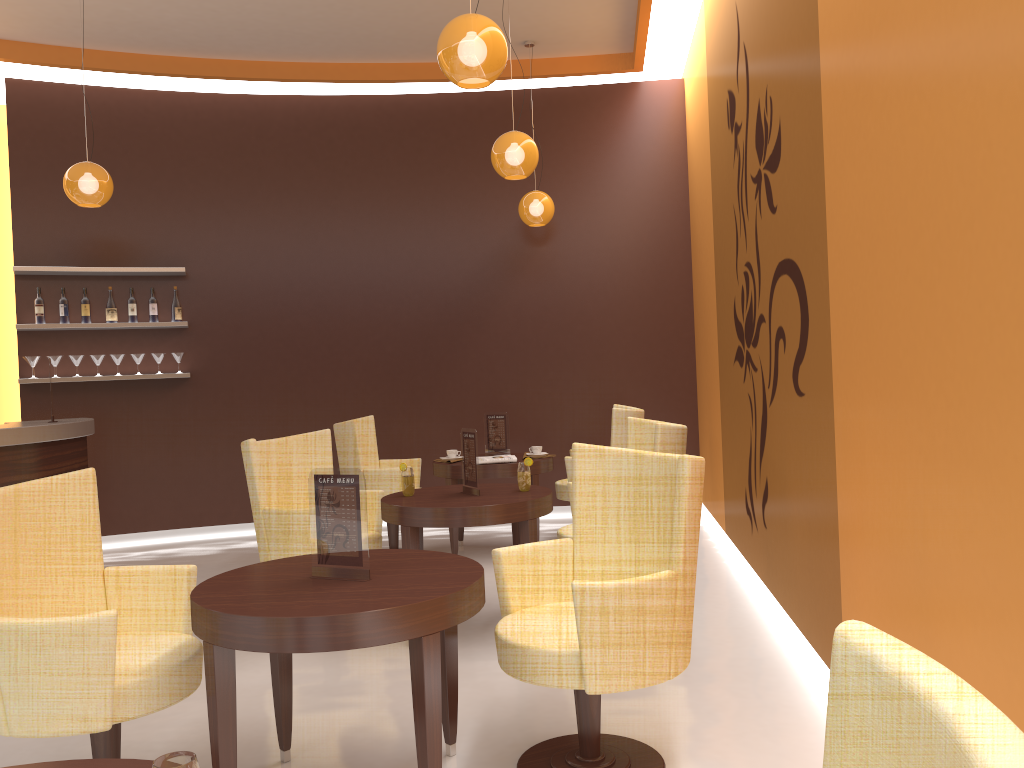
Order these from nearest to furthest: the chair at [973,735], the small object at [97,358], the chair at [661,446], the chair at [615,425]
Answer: the chair at [973,735]
the chair at [661,446]
the chair at [615,425]
the small object at [97,358]

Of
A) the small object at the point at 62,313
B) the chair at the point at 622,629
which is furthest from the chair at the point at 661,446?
the small object at the point at 62,313

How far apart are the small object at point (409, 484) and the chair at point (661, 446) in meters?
0.8 m

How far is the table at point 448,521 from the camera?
4.1m

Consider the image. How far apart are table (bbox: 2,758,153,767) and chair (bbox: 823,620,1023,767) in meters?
1.1

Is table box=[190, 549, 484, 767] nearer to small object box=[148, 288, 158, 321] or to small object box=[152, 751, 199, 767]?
small object box=[152, 751, 199, 767]

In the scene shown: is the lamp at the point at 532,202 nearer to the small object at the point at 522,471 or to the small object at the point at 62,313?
the small object at the point at 522,471

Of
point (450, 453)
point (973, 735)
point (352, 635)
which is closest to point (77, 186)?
point (450, 453)

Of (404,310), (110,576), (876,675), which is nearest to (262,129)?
(404,310)

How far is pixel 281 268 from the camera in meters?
7.7 m
